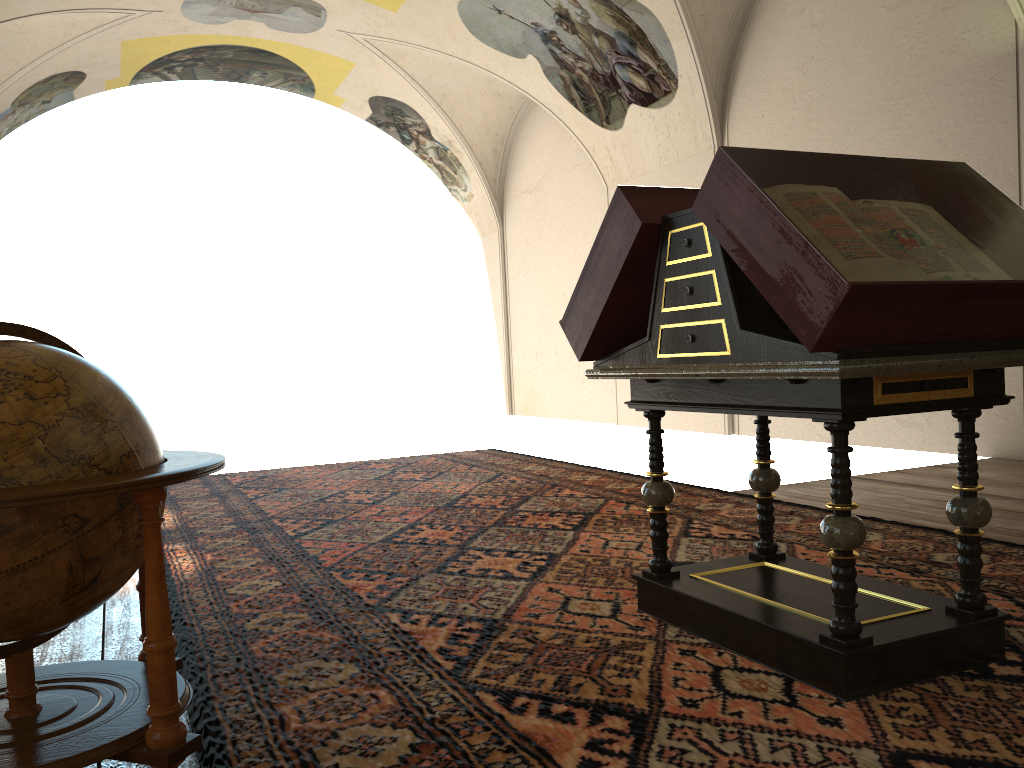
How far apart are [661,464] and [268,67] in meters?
16.7 m

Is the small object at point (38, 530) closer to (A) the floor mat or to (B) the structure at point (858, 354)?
(A) the floor mat

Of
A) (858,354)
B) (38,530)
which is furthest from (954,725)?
(38,530)

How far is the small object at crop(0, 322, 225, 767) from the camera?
2.4 meters

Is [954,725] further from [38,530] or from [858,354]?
[38,530]

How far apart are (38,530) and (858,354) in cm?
247

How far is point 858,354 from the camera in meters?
2.9 m

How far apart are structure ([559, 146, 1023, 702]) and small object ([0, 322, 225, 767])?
1.79m

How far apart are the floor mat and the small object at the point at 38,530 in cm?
17

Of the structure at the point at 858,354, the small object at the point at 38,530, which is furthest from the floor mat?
the small object at the point at 38,530
